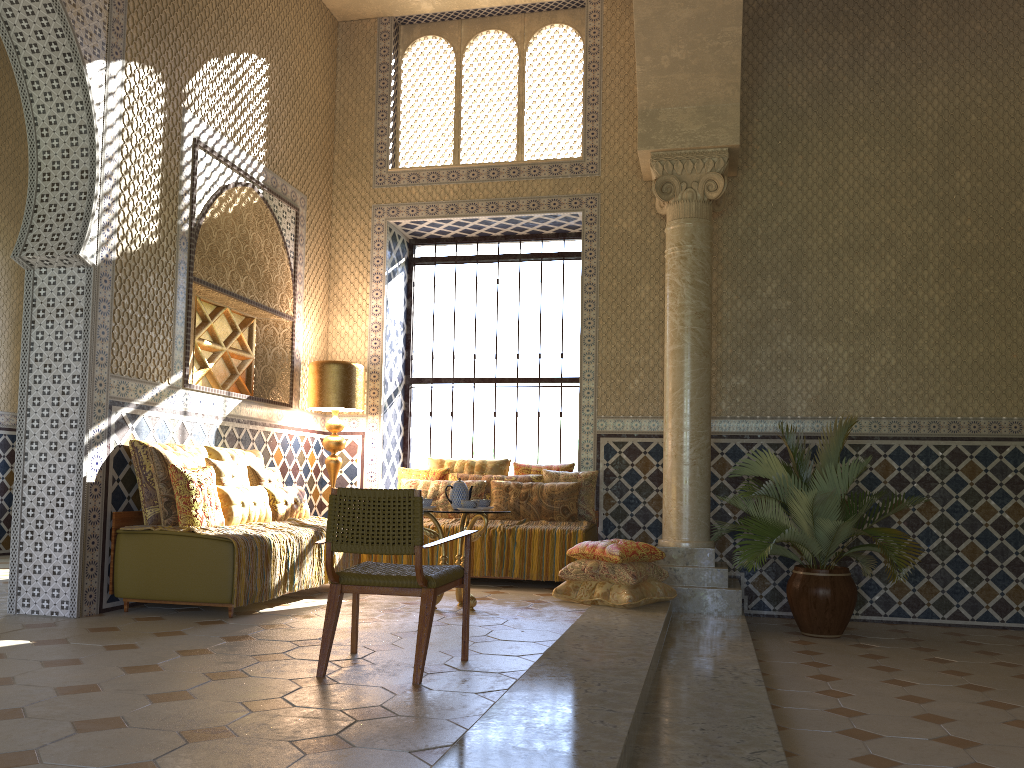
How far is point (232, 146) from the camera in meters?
10.3 m

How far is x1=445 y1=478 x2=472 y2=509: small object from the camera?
8.8m

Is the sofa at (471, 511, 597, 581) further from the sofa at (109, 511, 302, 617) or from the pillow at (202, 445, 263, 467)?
the sofa at (109, 511, 302, 617)

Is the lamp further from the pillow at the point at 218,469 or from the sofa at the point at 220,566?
the sofa at the point at 220,566

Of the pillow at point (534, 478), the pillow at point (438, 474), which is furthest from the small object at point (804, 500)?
the pillow at point (438, 474)

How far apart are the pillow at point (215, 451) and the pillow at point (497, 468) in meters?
2.5 m

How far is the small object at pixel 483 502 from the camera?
9.05m

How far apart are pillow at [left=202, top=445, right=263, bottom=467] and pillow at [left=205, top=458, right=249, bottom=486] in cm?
22

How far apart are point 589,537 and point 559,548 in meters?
0.5

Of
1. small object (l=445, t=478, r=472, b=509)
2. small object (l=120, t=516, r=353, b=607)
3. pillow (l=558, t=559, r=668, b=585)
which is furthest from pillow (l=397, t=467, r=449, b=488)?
small object (l=445, t=478, r=472, b=509)
